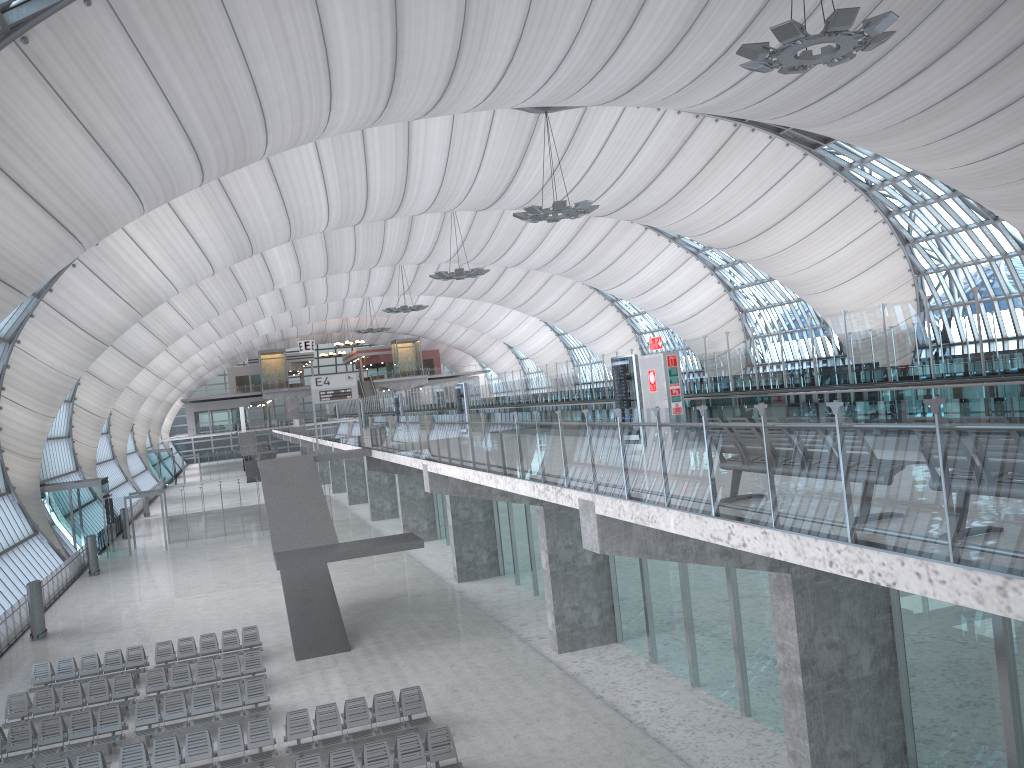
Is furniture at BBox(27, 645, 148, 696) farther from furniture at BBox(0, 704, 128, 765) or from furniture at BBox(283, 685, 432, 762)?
furniture at BBox(283, 685, 432, 762)

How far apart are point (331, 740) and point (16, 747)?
6.47m

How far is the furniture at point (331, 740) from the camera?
16.1 meters

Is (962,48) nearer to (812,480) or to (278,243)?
(812,480)

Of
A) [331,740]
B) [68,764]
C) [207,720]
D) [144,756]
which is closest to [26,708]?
[207,720]

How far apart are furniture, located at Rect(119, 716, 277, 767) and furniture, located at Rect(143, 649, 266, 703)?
3.7 meters

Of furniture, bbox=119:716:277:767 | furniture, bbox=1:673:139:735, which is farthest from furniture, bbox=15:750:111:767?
furniture, bbox=1:673:139:735

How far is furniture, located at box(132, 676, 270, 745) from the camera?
17.91m

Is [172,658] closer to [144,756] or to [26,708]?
[26,708]

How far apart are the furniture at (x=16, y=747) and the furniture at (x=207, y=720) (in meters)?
0.28
